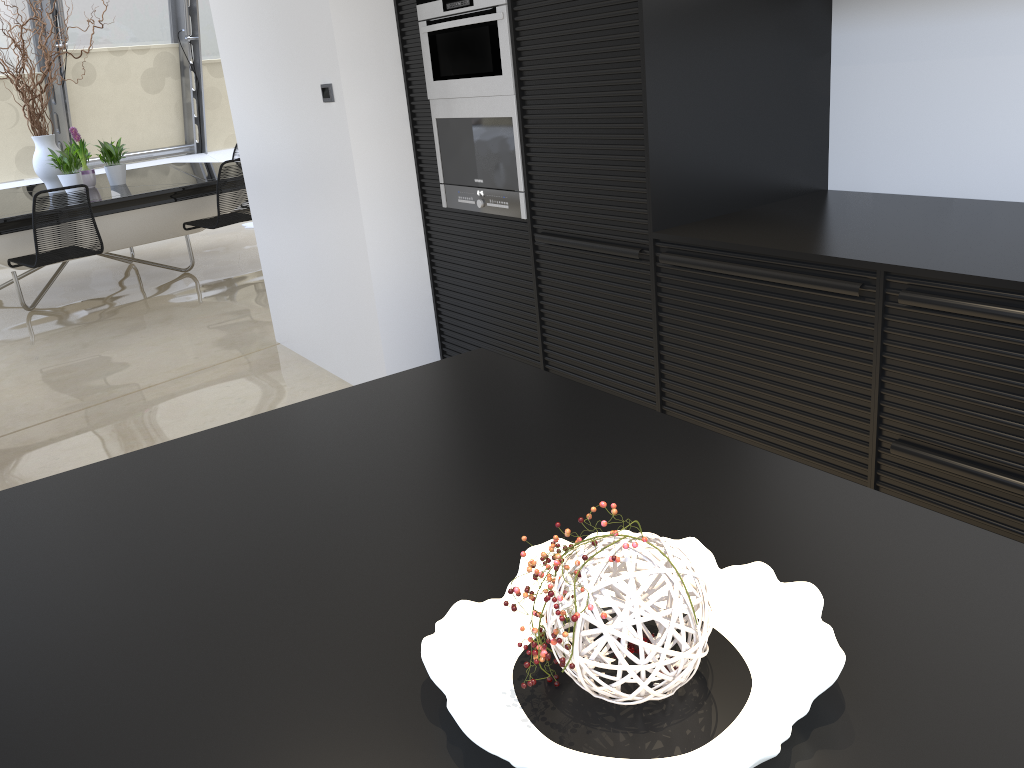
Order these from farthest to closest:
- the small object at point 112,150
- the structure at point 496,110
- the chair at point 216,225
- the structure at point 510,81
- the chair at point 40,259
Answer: the small object at point 112,150
the chair at point 216,225
the chair at point 40,259
the structure at point 496,110
the structure at point 510,81

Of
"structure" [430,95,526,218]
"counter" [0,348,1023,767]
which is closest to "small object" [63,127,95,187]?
"structure" [430,95,526,218]

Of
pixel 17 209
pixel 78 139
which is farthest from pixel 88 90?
pixel 17 209

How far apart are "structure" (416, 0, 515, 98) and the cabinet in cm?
3

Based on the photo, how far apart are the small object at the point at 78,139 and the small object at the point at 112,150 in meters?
0.2 m

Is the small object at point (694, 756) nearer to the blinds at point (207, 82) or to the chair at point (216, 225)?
the chair at point (216, 225)

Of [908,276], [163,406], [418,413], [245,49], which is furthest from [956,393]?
[245,49]

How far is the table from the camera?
6.0 meters

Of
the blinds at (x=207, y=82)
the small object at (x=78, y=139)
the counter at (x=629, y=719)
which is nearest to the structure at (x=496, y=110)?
the counter at (x=629, y=719)

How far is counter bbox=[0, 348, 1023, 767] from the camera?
0.7m
